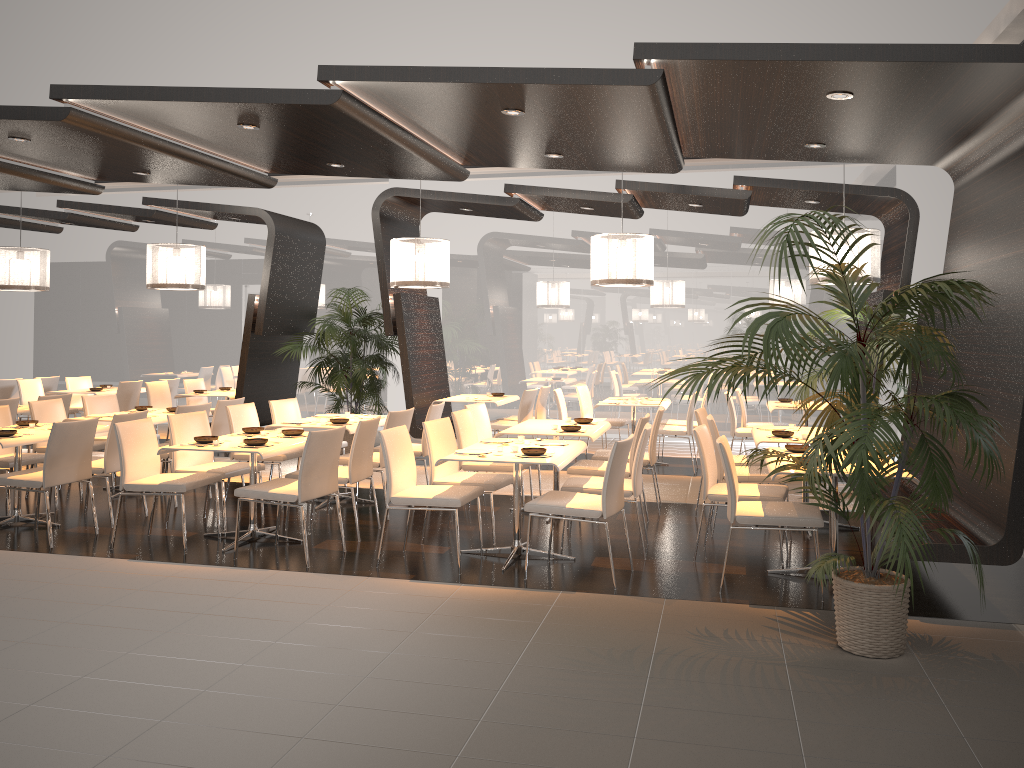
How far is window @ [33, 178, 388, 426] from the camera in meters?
13.5

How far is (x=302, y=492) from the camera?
5.8 meters

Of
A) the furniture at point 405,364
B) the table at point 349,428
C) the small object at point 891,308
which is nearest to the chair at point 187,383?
the furniture at point 405,364

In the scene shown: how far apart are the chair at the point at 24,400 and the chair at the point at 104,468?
5.34m

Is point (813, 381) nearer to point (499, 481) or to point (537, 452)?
point (499, 481)

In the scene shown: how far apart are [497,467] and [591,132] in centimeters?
265cm

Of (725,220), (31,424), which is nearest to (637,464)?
(31,424)

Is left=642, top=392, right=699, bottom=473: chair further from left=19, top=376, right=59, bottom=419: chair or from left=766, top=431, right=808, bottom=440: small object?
left=19, top=376, right=59, bottom=419: chair

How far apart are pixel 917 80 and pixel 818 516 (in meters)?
2.55

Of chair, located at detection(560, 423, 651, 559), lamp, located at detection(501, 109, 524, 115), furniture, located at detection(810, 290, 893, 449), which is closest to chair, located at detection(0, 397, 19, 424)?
chair, located at detection(560, 423, 651, 559)
